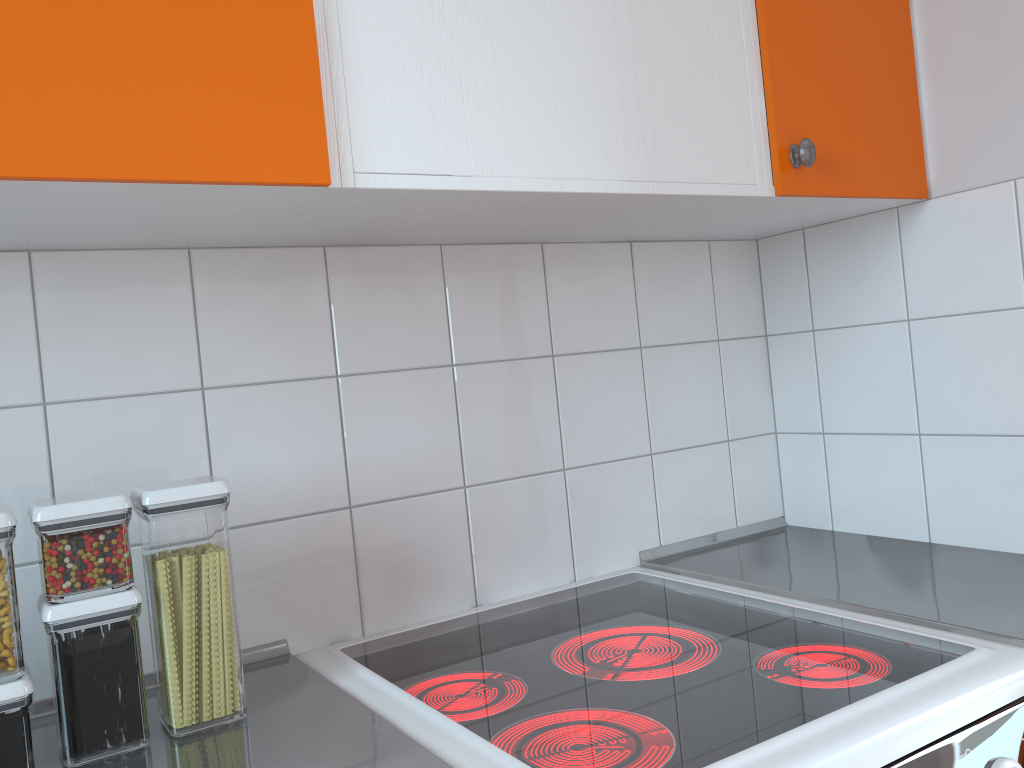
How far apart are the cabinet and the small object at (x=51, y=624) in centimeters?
28cm

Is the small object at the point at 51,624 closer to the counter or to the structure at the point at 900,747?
the counter

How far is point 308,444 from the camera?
1.2 meters

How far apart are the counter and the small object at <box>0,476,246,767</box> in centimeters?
1cm

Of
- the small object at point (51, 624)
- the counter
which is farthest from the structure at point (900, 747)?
the small object at point (51, 624)

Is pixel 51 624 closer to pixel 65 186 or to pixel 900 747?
pixel 65 186

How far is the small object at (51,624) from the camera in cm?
86

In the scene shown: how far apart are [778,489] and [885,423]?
0.3 meters

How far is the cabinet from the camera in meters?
0.8

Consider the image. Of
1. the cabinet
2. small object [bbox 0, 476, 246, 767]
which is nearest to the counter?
small object [bbox 0, 476, 246, 767]
